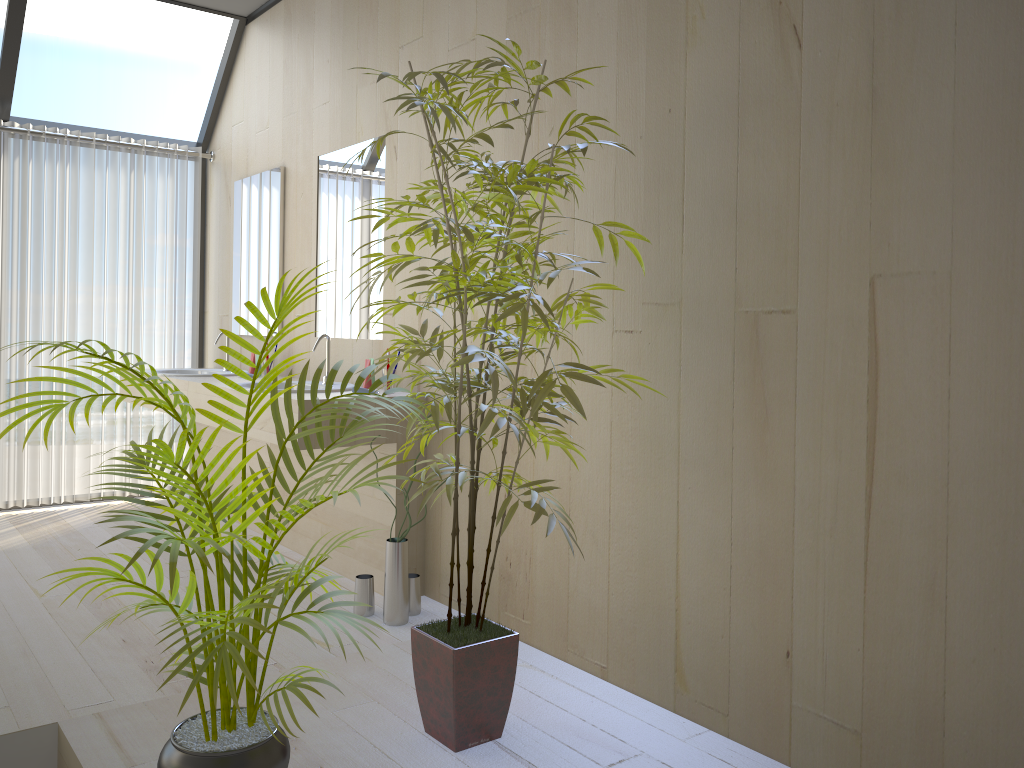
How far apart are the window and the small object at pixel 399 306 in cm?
306

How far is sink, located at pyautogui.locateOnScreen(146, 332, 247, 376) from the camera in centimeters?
475cm

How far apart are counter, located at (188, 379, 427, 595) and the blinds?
1.30m

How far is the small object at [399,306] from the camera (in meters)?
1.99

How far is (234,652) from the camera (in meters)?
1.59

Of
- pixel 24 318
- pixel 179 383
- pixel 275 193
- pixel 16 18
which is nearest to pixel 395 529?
pixel 179 383

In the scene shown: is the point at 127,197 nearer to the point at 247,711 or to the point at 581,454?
the point at 581,454

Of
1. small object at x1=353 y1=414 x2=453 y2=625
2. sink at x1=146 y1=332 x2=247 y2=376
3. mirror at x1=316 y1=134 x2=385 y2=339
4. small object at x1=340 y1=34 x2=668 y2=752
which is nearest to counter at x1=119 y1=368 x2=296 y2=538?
sink at x1=146 y1=332 x2=247 y2=376

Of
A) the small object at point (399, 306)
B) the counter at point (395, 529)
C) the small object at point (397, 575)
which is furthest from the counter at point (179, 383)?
the small object at point (399, 306)

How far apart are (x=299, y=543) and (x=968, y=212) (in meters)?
3.15
